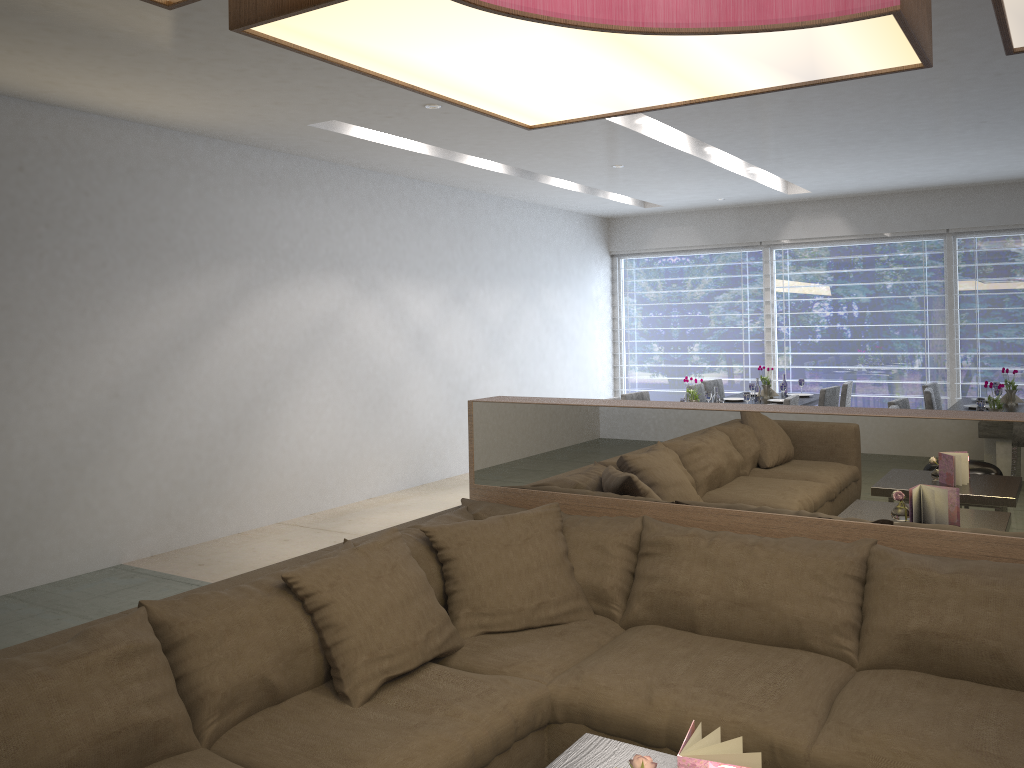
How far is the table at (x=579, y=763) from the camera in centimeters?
→ 183cm

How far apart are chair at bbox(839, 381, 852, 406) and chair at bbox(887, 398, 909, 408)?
1.4 meters

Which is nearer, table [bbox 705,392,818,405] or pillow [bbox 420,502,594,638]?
pillow [bbox 420,502,594,638]

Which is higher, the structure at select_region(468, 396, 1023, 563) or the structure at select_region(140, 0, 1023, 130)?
the structure at select_region(140, 0, 1023, 130)

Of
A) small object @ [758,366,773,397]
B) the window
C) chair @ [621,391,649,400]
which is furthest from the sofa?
the window

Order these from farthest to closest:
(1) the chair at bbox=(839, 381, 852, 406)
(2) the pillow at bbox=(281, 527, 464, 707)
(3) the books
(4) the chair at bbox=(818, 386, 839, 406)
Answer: (1) the chair at bbox=(839, 381, 852, 406) → (4) the chair at bbox=(818, 386, 839, 406) → (2) the pillow at bbox=(281, 527, 464, 707) → (3) the books

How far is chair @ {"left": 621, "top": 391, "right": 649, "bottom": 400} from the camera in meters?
6.6

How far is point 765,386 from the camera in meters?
7.4 m

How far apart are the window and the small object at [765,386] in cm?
202

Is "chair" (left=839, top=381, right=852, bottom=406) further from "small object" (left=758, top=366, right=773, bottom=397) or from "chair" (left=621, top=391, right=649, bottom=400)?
"chair" (left=621, top=391, right=649, bottom=400)
